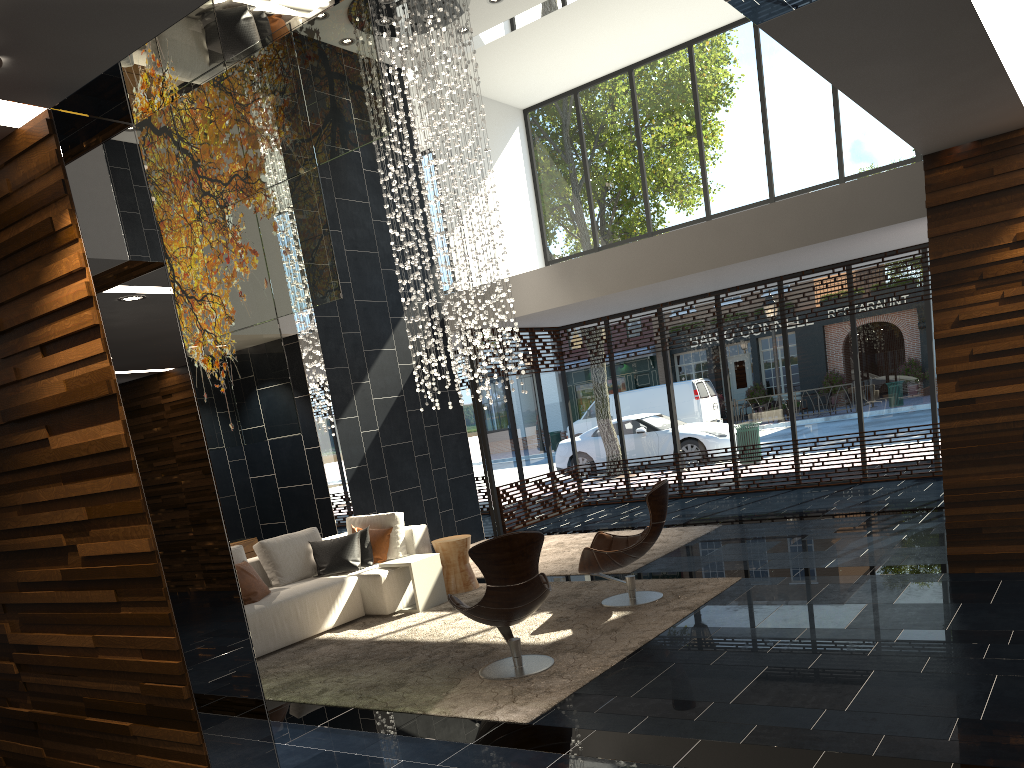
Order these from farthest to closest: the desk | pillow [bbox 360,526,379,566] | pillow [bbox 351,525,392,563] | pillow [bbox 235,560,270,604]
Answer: the desk
pillow [bbox 351,525,392,563]
pillow [bbox 360,526,379,566]
pillow [bbox 235,560,270,604]

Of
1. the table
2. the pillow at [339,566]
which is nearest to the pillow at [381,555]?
the pillow at [339,566]

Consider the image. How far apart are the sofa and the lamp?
1.94m

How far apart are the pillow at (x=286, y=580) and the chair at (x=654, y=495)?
2.6 meters

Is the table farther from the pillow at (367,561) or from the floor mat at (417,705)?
the pillow at (367,561)

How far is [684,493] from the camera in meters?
12.7

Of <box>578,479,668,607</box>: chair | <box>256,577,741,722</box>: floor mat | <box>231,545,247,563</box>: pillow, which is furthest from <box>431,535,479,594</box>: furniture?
<box>231,545,247,563</box>: pillow

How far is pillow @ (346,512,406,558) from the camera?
8.1m

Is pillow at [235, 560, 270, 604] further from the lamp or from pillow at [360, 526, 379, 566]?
the lamp

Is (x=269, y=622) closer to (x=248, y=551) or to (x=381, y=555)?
(x=381, y=555)
